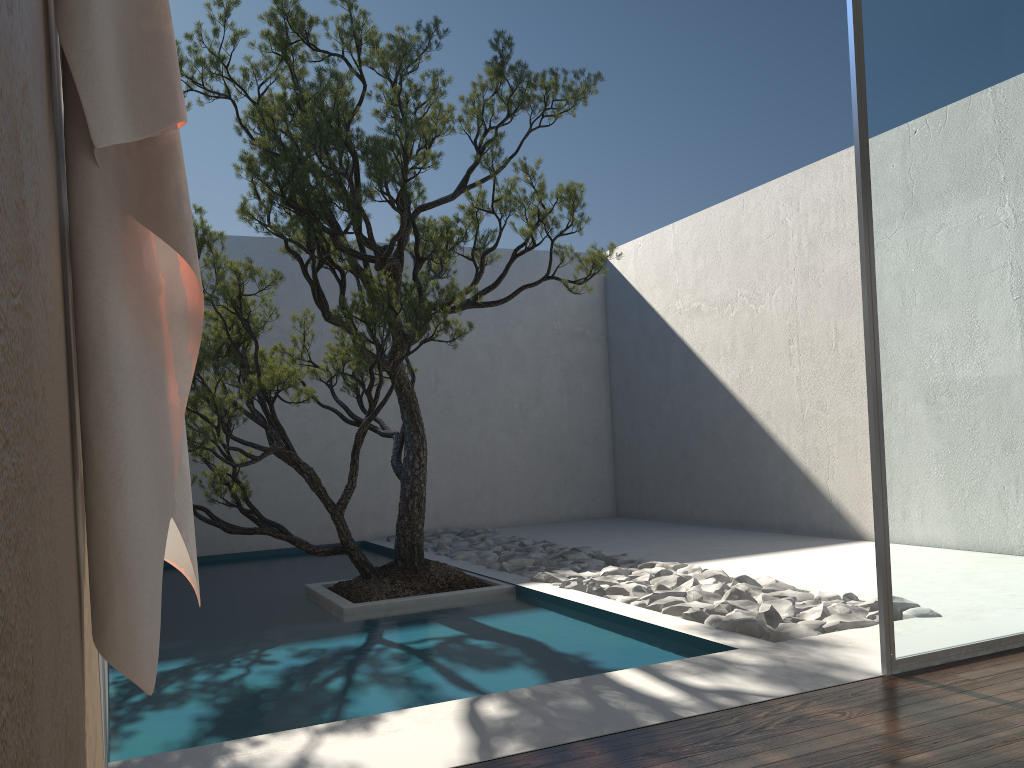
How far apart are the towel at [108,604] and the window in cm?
224

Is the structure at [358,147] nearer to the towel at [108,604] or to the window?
the window

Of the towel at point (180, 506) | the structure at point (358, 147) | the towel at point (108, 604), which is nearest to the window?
the structure at point (358, 147)

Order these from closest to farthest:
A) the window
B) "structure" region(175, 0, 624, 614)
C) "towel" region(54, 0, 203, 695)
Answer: "towel" region(54, 0, 203, 695), the window, "structure" region(175, 0, 624, 614)

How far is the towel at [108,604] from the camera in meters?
1.1 m

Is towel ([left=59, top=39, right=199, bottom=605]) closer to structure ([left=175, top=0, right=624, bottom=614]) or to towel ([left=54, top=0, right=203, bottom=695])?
towel ([left=54, top=0, right=203, bottom=695])

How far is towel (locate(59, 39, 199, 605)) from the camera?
1.47m

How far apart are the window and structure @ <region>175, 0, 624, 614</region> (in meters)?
1.83

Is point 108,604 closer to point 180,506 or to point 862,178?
point 180,506

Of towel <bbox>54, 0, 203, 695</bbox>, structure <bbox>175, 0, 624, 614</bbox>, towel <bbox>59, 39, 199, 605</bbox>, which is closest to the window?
structure <bbox>175, 0, 624, 614</bbox>
